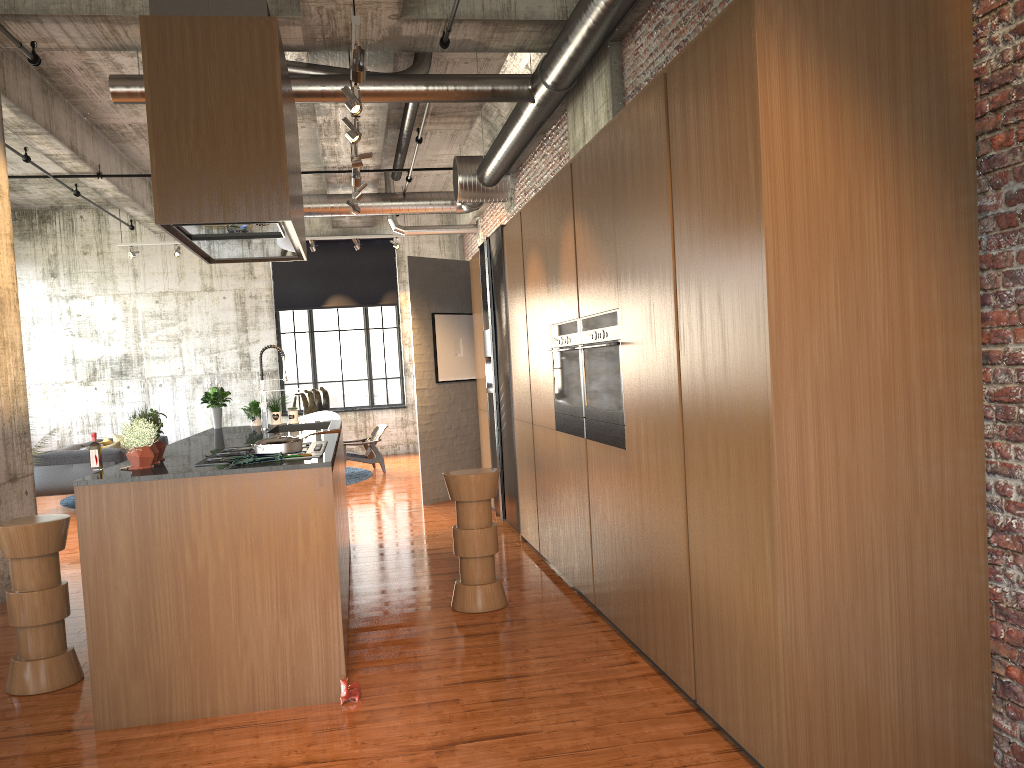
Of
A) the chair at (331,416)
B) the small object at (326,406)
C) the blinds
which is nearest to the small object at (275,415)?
the chair at (331,416)

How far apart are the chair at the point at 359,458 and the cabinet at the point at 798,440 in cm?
701

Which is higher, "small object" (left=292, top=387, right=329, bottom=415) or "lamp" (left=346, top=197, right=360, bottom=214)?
"lamp" (left=346, top=197, right=360, bottom=214)

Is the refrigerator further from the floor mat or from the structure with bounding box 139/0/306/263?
the floor mat

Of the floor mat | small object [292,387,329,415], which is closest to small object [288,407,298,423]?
the floor mat

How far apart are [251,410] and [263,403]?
0.8 meters

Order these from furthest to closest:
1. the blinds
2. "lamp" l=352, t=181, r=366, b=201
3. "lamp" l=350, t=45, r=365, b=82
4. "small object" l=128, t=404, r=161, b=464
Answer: the blinds → "lamp" l=352, t=181, r=366, b=201 → "lamp" l=350, t=45, r=365, b=82 → "small object" l=128, t=404, r=161, b=464

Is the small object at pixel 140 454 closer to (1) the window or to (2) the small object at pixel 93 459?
(2) the small object at pixel 93 459

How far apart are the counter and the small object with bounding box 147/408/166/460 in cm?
7

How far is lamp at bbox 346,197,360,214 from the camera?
10.6m
